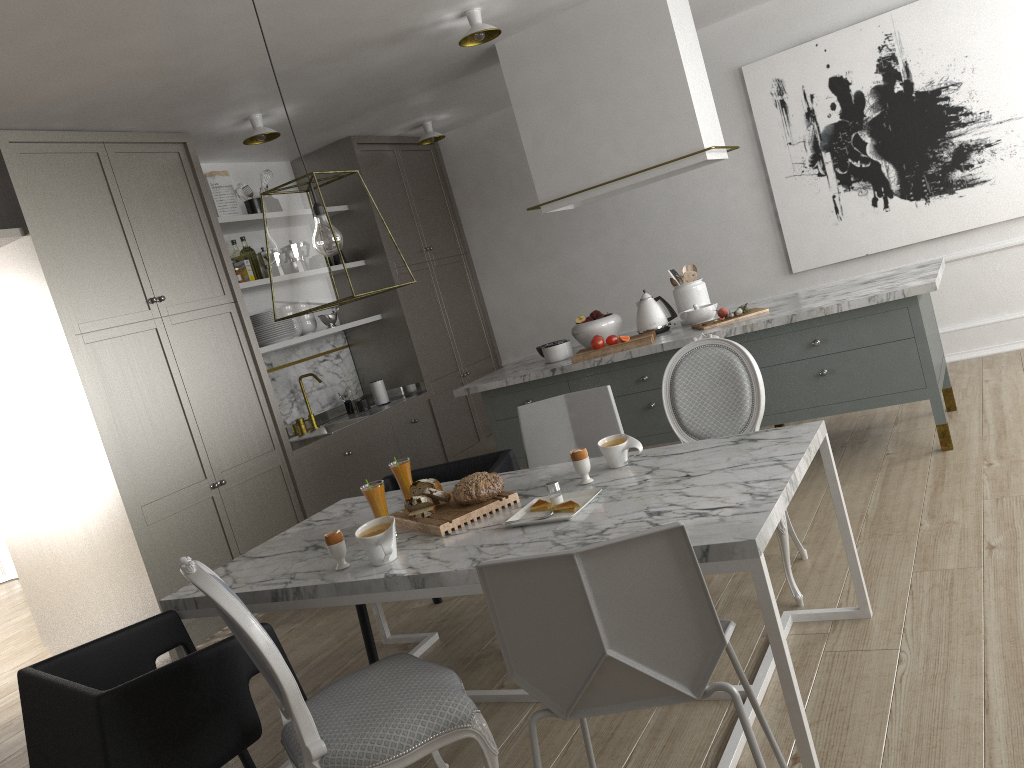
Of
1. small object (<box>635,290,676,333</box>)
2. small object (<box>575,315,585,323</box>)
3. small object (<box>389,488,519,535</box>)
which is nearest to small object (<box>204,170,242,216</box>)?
small object (<box>575,315,585,323</box>)

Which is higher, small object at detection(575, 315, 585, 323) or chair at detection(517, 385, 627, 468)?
Result: small object at detection(575, 315, 585, 323)

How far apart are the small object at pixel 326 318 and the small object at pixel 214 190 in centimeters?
81cm

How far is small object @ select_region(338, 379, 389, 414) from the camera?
5.7 meters

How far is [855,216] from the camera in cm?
537

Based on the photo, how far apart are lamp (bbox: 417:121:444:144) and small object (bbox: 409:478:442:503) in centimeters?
378cm

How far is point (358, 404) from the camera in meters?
5.7 m

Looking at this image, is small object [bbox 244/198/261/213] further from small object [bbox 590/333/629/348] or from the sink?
small object [bbox 590/333/629/348]

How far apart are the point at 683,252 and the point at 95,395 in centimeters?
376cm

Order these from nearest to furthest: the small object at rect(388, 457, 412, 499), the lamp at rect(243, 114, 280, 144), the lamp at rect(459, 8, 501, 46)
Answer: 1. the small object at rect(388, 457, 412, 499)
2. the lamp at rect(459, 8, 501, 46)
3. the lamp at rect(243, 114, 280, 144)
